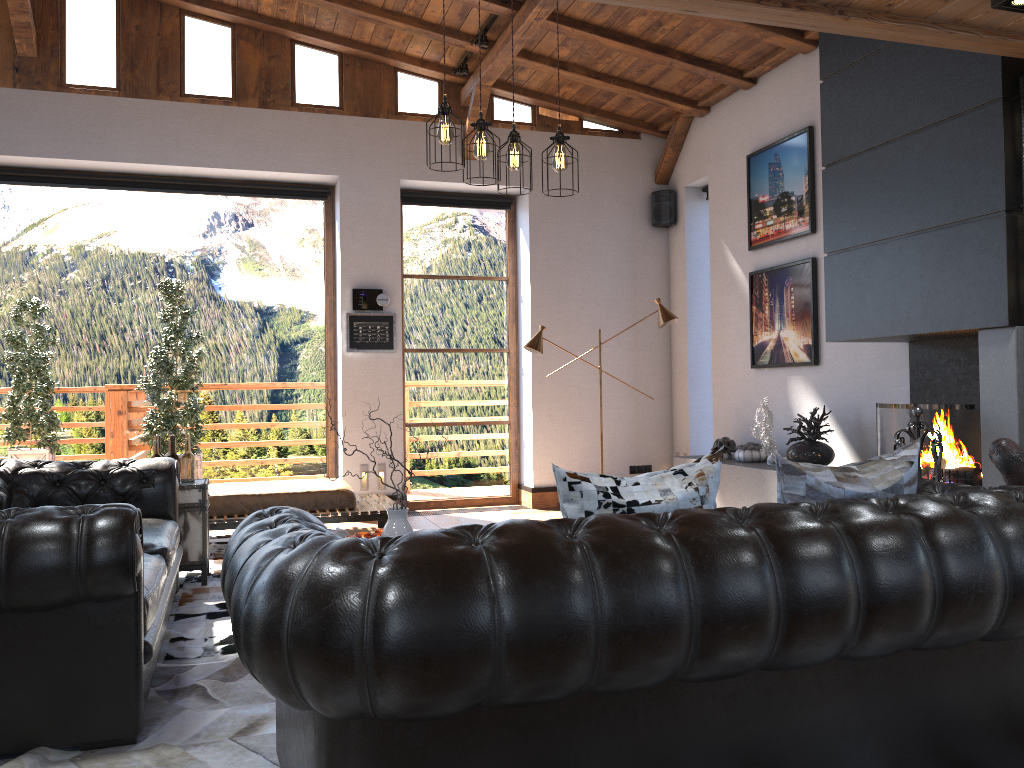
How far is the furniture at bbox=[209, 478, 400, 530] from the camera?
6.45m

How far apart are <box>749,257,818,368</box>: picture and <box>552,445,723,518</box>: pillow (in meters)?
4.46

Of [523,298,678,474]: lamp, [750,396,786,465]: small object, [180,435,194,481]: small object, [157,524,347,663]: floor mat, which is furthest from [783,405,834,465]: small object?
[180,435,194,481]: small object

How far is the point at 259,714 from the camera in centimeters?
313cm

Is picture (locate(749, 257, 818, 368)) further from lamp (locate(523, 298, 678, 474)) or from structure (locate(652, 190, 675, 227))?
structure (locate(652, 190, 675, 227))

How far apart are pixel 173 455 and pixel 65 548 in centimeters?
274cm

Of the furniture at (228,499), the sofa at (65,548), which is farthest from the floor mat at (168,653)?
the furniture at (228,499)

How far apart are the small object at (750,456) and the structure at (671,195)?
2.7 meters

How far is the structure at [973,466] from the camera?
4.7 meters

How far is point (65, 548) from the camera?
2.68m
